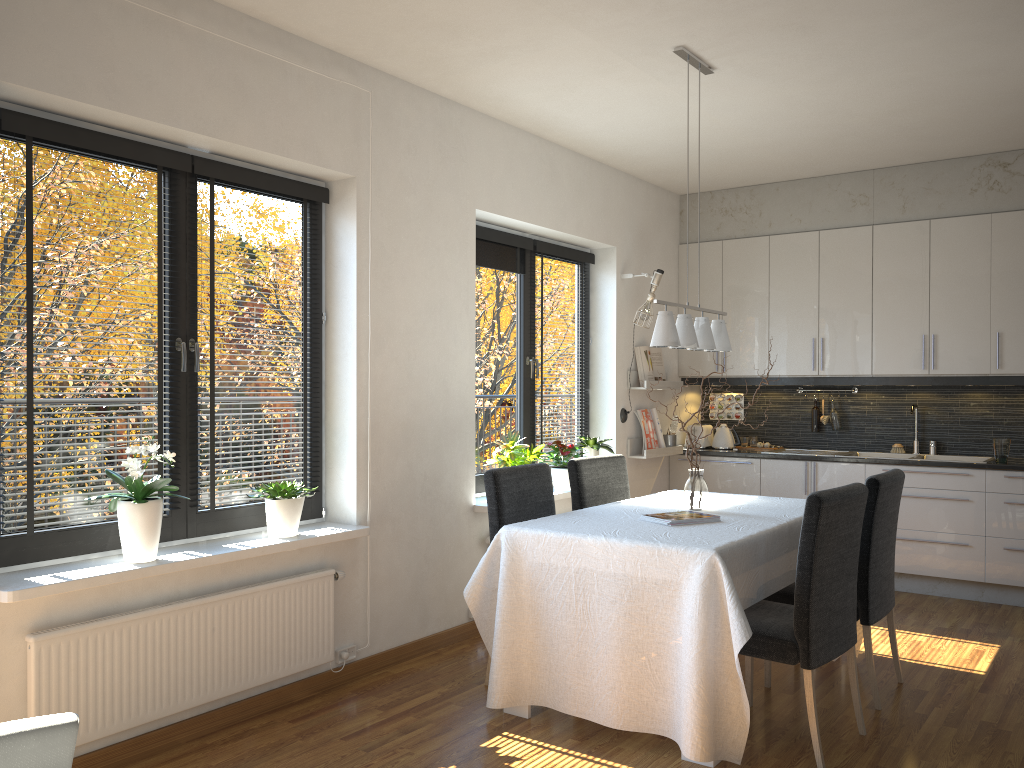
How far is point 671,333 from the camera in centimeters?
371cm

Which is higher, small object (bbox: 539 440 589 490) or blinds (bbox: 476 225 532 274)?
blinds (bbox: 476 225 532 274)

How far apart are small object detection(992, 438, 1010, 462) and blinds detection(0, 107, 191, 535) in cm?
483

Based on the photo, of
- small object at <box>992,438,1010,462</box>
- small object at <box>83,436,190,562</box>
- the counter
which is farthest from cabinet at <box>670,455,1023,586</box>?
small object at <box>83,436,190,562</box>

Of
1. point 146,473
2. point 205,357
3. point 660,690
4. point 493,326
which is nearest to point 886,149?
point 493,326

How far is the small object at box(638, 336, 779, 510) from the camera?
4.0 meters

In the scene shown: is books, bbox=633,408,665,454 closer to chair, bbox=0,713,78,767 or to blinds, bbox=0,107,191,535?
blinds, bbox=0,107,191,535

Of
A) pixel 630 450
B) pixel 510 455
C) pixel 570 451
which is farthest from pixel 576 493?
pixel 630 450

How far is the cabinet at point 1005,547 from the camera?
5.4 meters

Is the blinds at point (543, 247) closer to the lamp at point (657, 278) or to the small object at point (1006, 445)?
the lamp at point (657, 278)
